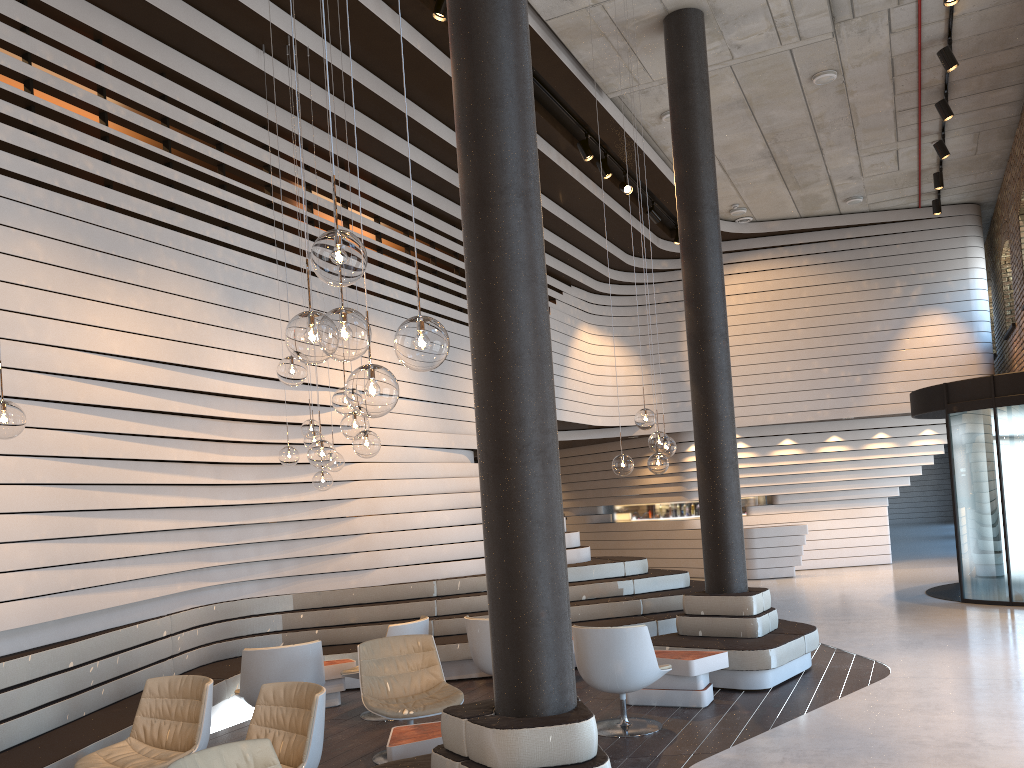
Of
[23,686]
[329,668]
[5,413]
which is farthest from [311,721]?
[329,668]

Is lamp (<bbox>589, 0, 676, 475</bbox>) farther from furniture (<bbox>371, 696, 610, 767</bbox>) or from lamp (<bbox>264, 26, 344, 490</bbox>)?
furniture (<bbox>371, 696, 610, 767</bbox>)

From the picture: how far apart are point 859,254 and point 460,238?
7.81m

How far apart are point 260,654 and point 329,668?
1.5m

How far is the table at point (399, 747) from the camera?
4.7 meters

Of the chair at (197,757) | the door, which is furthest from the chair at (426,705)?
the door

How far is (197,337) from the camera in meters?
7.0

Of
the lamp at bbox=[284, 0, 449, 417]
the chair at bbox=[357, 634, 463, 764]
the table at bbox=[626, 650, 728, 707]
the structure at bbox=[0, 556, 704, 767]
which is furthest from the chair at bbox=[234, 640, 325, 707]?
the lamp at bbox=[284, 0, 449, 417]

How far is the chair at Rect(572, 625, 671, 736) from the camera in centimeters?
584cm

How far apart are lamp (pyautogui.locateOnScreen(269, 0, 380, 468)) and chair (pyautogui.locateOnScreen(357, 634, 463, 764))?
1.49m
